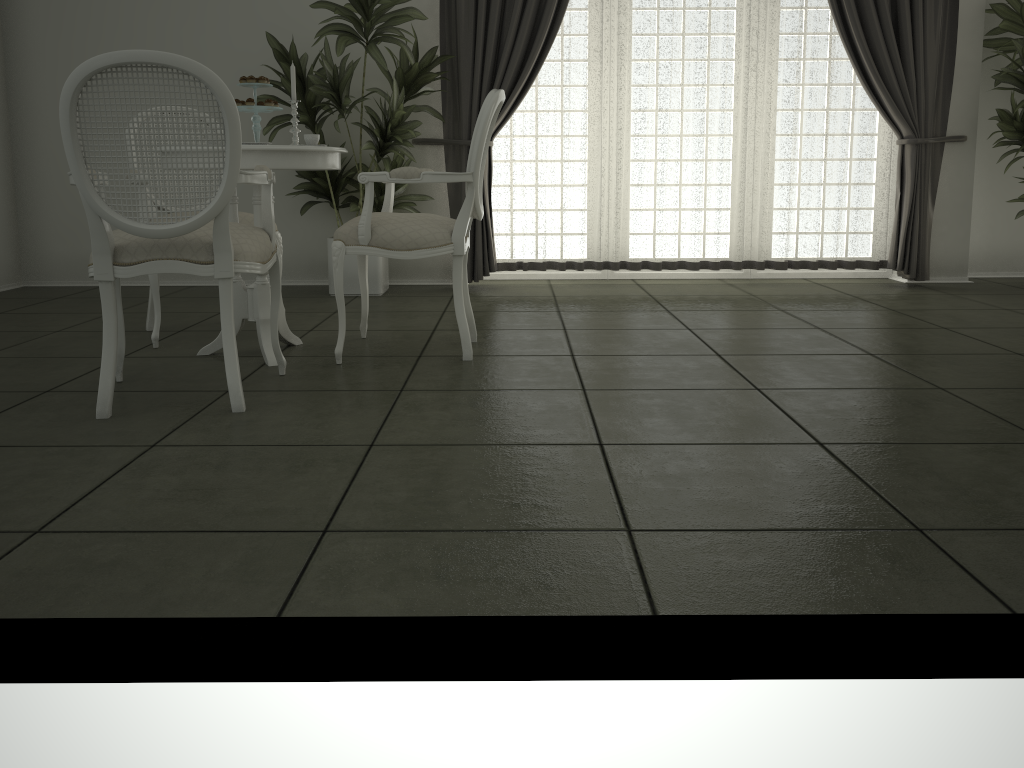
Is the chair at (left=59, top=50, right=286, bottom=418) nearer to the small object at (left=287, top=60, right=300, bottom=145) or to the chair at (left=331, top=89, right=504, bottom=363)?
the chair at (left=331, top=89, right=504, bottom=363)

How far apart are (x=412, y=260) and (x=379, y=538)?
4.3 meters

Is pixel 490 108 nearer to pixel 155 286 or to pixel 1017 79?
pixel 155 286

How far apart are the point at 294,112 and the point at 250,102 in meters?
0.3 m

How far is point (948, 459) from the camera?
2.2 meters

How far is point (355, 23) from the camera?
4.8 meters

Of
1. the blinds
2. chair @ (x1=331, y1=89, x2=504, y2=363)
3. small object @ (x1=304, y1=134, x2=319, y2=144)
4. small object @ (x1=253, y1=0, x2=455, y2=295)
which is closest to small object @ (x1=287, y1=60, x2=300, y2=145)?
small object @ (x1=304, y1=134, x2=319, y2=144)

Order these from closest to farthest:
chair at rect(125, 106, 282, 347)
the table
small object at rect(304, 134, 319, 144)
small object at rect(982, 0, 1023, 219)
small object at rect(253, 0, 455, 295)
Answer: the table < small object at rect(304, 134, 319, 144) < chair at rect(125, 106, 282, 347) < small object at rect(253, 0, 455, 295) < small object at rect(982, 0, 1023, 219)

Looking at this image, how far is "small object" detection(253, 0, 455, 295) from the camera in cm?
484

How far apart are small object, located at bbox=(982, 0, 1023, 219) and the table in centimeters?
408cm
